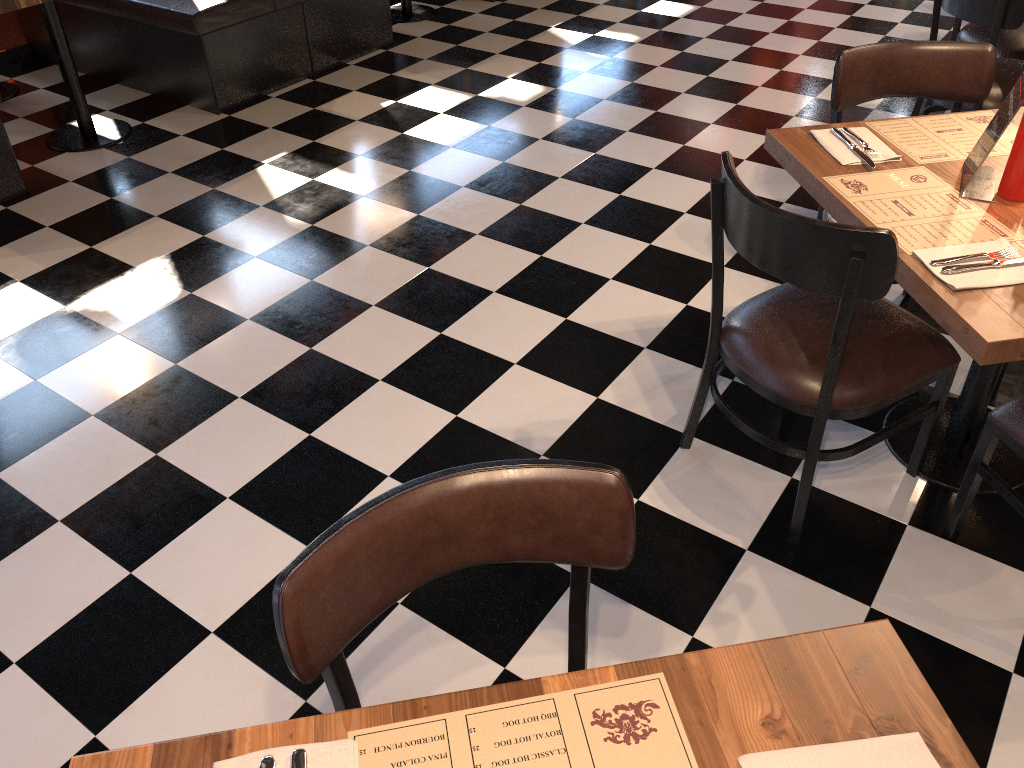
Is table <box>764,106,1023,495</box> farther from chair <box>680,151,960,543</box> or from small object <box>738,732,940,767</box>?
small object <box>738,732,940,767</box>

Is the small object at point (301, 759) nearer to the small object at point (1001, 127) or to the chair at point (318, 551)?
the chair at point (318, 551)

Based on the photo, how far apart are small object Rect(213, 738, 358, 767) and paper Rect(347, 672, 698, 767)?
0.01m

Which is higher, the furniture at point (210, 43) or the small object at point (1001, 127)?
the small object at point (1001, 127)

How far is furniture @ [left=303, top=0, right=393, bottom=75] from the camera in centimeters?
479cm

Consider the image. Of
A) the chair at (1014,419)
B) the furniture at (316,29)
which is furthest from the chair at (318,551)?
the furniture at (316,29)

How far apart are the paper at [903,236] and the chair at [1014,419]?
0.37m

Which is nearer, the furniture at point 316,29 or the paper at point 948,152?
the paper at point 948,152

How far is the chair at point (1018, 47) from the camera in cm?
375

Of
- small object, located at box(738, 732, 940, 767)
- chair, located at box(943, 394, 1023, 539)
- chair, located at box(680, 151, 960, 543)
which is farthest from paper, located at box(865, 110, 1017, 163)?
small object, located at box(738, 732, 940, 767)
